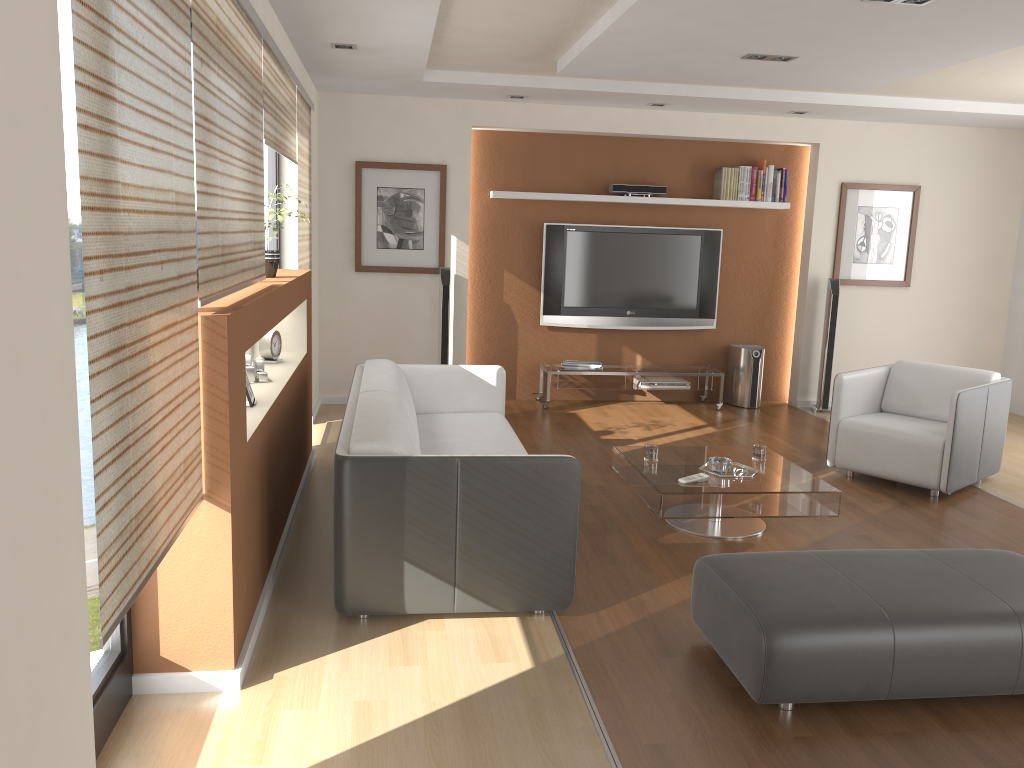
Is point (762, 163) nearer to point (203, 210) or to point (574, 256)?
point (574, 256)

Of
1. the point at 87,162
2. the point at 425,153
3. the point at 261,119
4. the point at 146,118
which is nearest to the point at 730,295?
the point at 425,153

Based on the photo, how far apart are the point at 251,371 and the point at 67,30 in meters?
2.1 m

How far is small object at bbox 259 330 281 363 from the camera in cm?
472

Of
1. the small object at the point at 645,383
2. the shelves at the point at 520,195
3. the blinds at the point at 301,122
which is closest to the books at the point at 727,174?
the shelves at the point at 520,195

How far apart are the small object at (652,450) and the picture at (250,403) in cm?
207

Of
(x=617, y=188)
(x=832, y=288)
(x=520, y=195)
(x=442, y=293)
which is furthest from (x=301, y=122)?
(x=832, y=288)

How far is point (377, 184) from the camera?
7.18m

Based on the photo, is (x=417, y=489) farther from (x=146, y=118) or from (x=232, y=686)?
(x=146, y=118)

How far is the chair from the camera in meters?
5.2
